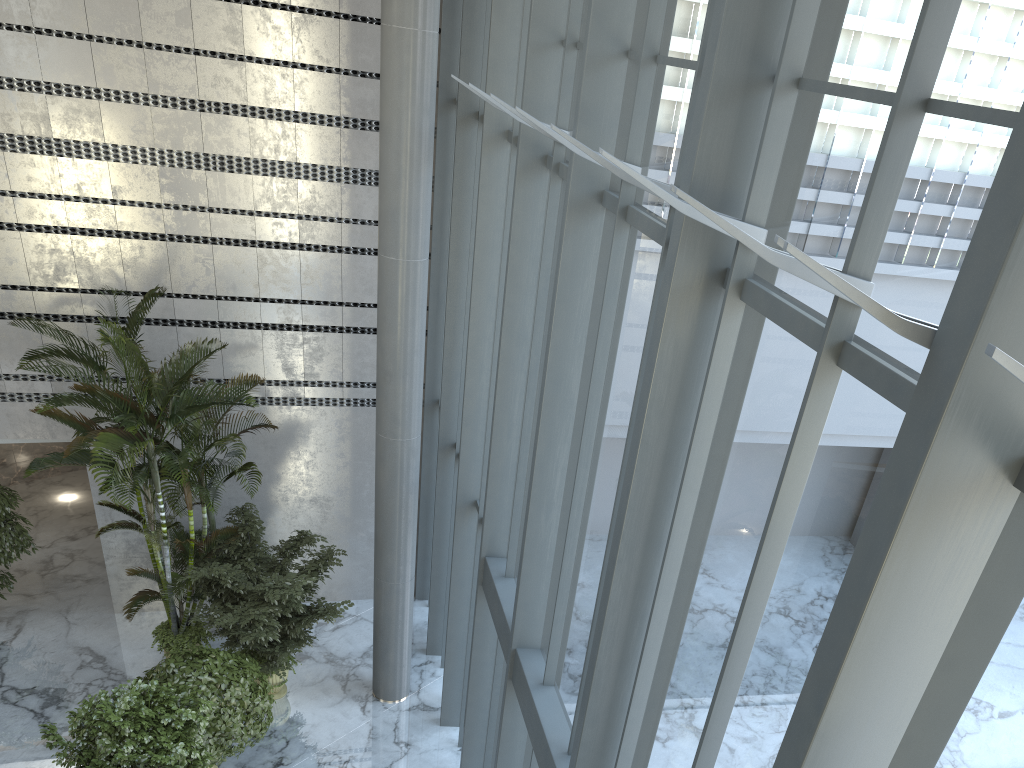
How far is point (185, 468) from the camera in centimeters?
834cm

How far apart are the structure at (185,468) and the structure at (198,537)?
A: 0.49m

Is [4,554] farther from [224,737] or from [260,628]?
[224,737]

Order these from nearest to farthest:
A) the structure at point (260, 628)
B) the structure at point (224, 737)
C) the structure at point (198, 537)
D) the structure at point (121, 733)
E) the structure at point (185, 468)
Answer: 1. the structure at point (121, 733)
2. the structure at point (224, 737)
3. the structure at point (185, 468)
4. the structure at point (260, 628)
5. the structure at point (198, 537)

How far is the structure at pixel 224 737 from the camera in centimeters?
776cm

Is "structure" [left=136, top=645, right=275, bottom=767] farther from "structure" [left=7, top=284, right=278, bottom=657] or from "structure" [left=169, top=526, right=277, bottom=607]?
"structure" [left=169, top=526, right=277, bottom=607]

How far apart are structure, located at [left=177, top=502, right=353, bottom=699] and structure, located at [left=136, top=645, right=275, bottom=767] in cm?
12

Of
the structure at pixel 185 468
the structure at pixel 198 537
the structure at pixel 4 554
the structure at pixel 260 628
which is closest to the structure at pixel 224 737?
the structure at pixel 260 628

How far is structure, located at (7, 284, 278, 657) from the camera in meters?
8.3

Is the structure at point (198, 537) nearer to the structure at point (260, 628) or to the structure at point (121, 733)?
the structure at point (260, 628)
